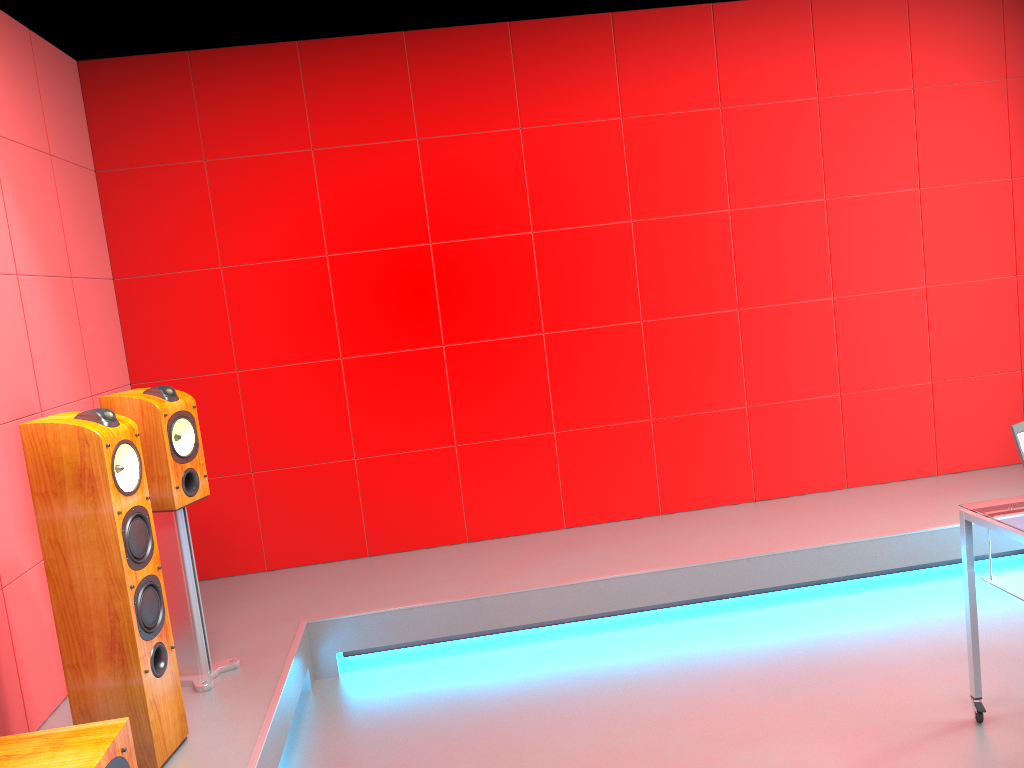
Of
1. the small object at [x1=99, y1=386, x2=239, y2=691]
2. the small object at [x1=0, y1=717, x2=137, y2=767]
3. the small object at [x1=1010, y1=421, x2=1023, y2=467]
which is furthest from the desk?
the small object at [x1=99, y1=386, x2=239, y2=691]

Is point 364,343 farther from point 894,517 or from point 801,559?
point 894,517

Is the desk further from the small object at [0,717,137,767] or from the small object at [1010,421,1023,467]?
the small object at [0,717,137,767]

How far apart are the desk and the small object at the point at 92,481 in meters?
2.4 m

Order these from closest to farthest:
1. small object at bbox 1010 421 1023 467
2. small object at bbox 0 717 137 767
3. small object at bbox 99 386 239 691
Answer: small object at bbox 0 717 137 767 < small object at bbox 1010 421 1023 467 < small object at bbox 99 386 239 691

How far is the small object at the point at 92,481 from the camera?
2.4m

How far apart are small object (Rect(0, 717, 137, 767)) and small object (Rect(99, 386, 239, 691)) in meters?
1.0

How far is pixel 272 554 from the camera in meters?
4.4

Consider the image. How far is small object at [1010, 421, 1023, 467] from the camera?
2.4 meters

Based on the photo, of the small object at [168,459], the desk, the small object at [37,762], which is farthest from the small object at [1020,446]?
the small object at [168,459]
